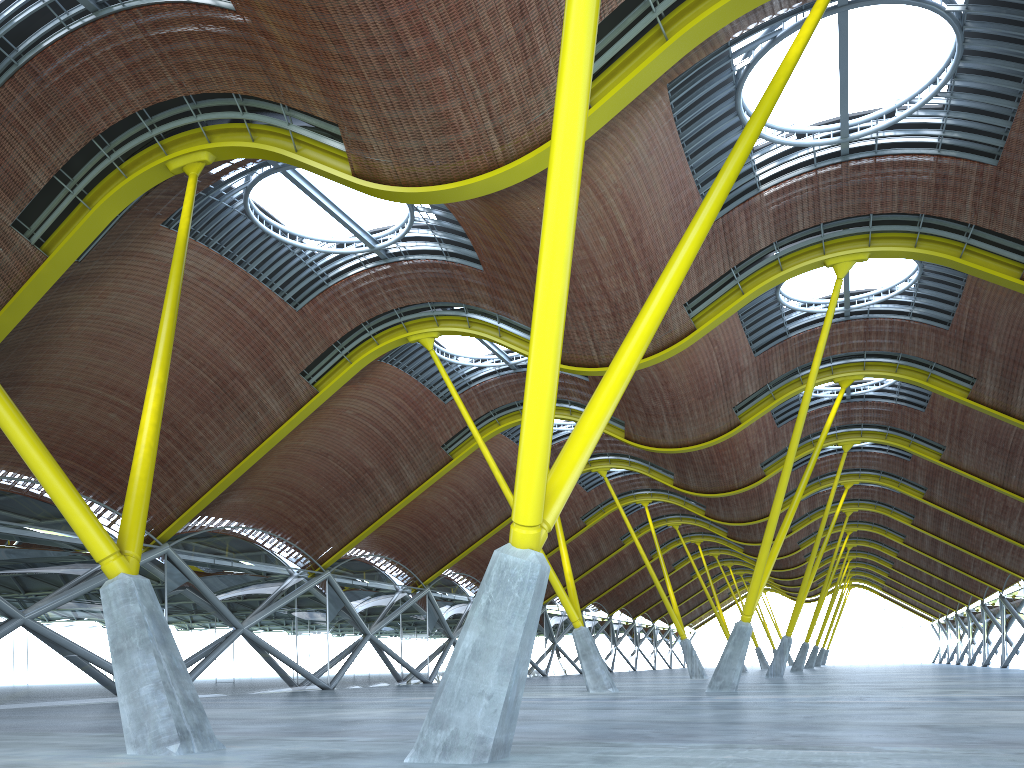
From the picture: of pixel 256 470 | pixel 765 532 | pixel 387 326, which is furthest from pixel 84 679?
pixel 765 532
